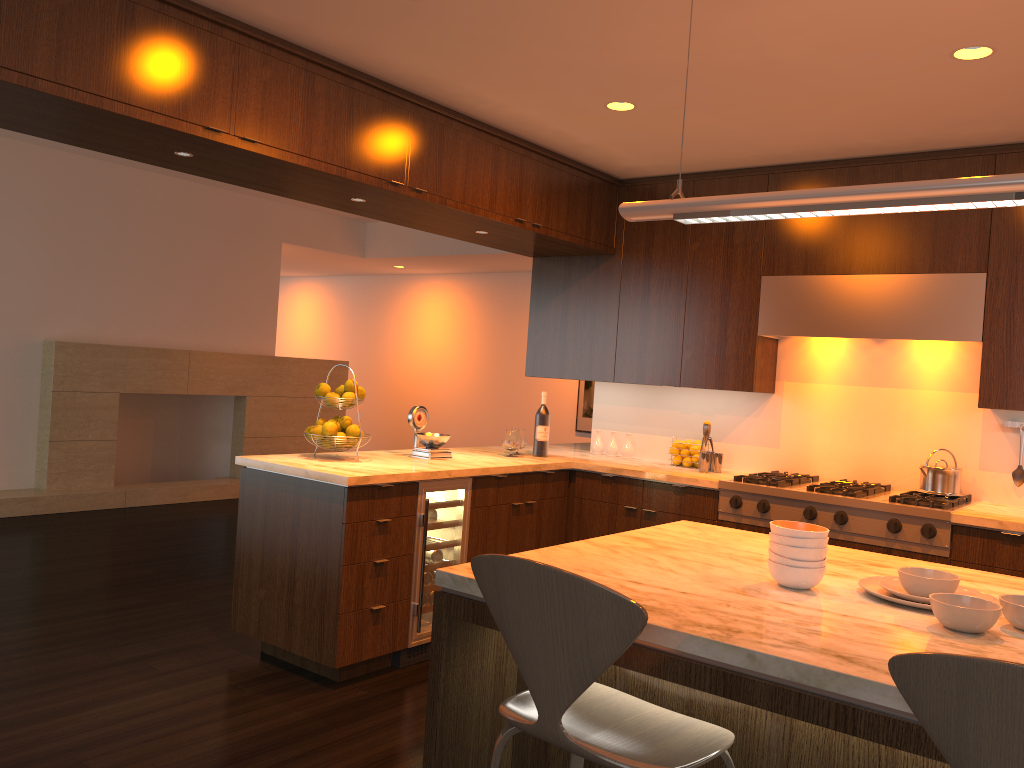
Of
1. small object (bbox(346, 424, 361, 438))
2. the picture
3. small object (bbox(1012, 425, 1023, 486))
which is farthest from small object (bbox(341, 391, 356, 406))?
the picture

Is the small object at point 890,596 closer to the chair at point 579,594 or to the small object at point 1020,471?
the chair at point 579,594

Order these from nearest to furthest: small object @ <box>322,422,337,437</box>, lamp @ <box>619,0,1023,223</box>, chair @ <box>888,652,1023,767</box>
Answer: chair @ <box>888,652,1023,767</box>
lamp @ <box>619,0,1023,223</box>
small object @ <box>322,422,337,437</box>

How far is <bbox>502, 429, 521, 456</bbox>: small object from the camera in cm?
498

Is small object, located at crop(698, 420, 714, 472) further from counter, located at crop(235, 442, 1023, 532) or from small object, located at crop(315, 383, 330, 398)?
small object, located at crop(315, 383, 330, 398)

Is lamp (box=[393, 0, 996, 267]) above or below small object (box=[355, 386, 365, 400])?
above

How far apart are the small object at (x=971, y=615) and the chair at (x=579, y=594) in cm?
50

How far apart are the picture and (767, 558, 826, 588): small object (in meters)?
7.74

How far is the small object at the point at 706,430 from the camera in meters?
4.8

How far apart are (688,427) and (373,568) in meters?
2.3
